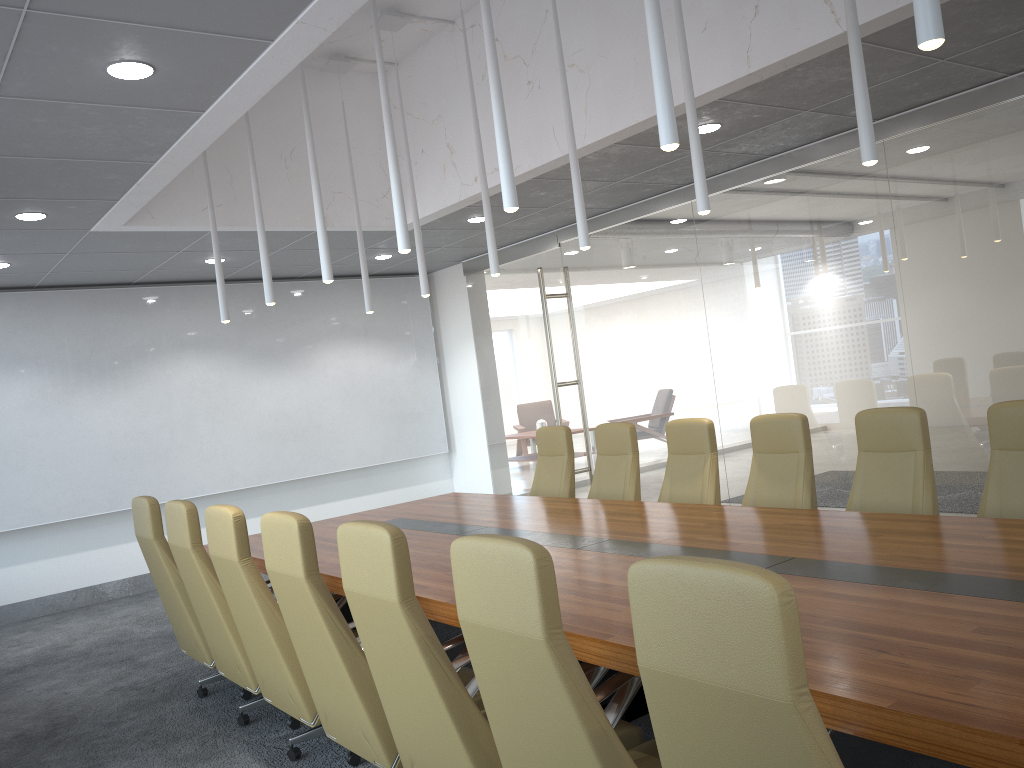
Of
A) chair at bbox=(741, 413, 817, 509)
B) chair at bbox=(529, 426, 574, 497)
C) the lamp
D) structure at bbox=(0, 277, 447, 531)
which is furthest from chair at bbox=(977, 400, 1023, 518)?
structure at bbox=(0, 277, 447, 531)

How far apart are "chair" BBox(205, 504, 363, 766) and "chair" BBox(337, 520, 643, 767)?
1.0m

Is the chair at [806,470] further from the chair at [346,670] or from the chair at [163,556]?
the chair at [163,556]

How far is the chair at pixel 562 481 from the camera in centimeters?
764cm

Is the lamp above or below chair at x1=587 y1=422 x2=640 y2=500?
above

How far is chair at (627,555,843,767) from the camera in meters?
1.8 m

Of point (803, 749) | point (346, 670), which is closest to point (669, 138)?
point (803, 749)

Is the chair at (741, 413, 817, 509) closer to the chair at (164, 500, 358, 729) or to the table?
the table

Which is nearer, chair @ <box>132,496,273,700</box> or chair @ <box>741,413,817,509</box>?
chair @ <box>132,496,273,700</box>

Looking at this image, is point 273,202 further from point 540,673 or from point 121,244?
point 540,673
